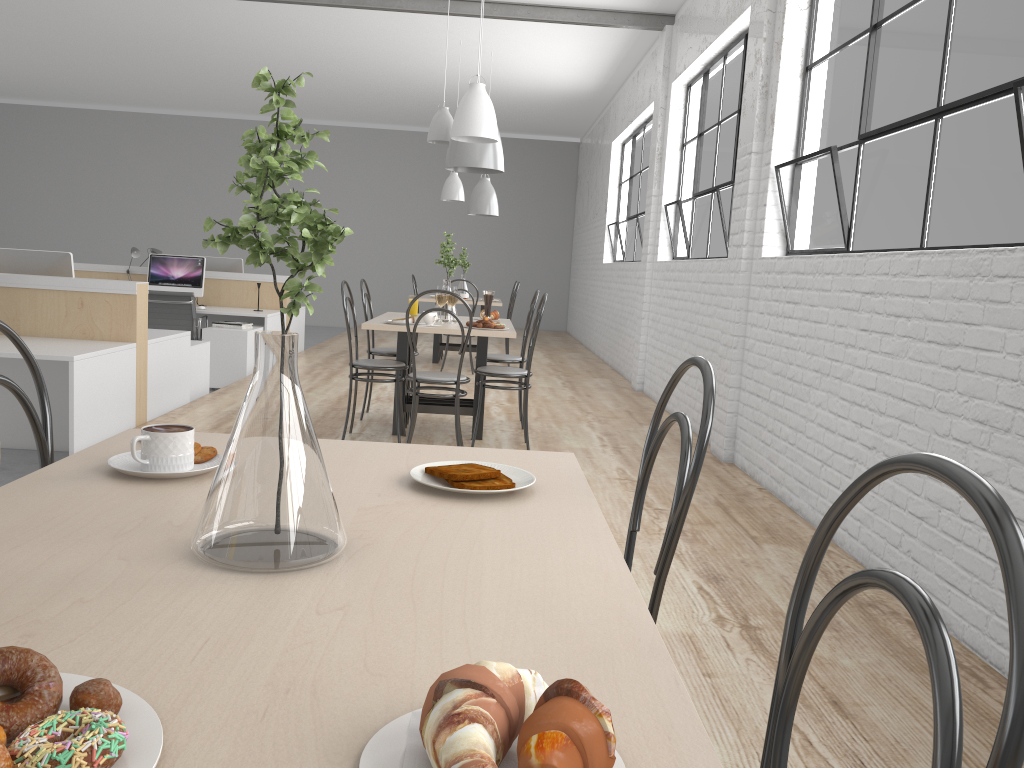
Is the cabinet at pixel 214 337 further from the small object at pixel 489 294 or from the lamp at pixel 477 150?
the lamp at pixel 477 150

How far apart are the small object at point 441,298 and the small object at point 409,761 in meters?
3.5

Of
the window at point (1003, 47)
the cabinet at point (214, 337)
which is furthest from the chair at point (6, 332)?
the cabinet at point (214, 337)

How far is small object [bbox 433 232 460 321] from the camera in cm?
409

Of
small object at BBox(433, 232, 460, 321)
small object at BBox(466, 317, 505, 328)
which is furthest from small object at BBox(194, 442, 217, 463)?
small object at BBox(433, 232, 460, 321)

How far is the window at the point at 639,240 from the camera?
7.3 meters

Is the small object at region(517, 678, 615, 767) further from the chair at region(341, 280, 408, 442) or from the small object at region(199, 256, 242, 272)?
the small object at region(199, 256, 242, 272)

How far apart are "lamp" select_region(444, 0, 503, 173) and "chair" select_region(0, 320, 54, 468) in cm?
279

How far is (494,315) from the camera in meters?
4.4

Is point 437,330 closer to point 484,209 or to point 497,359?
point 497,359
